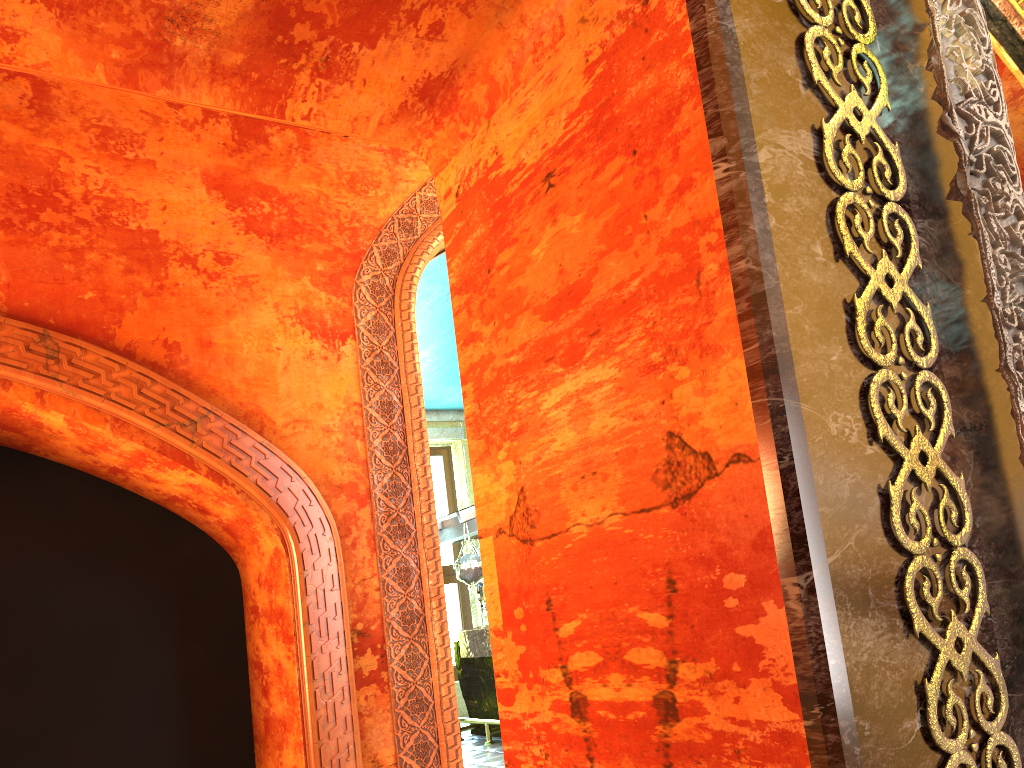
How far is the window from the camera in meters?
12.7

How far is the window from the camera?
12.66m
